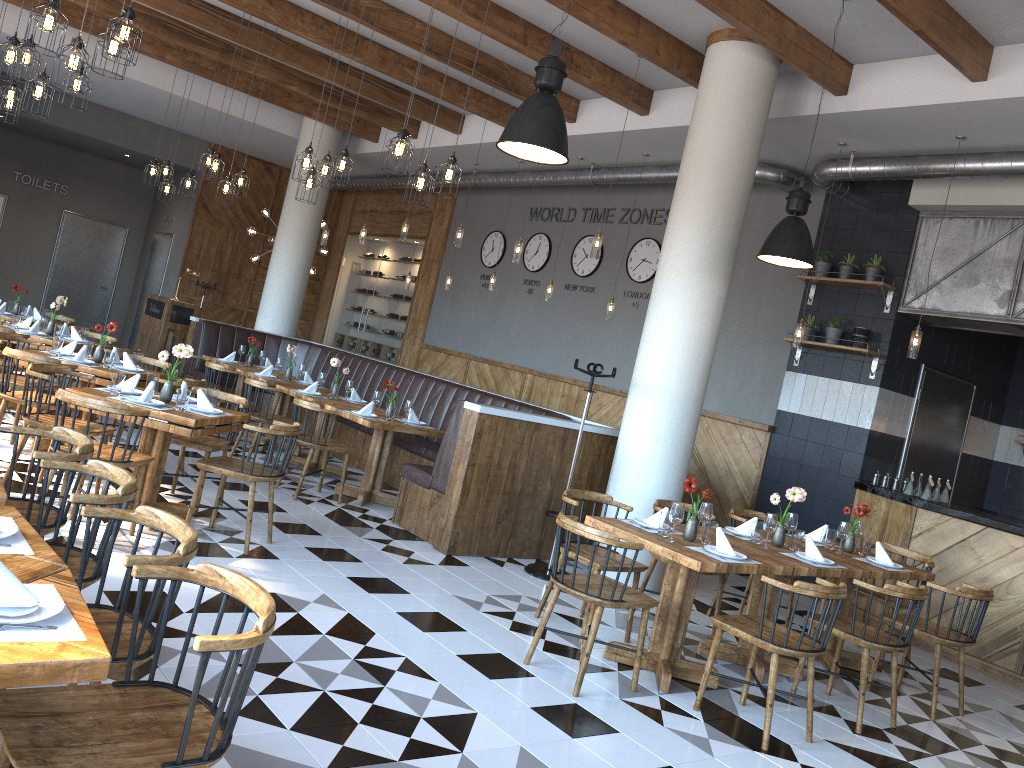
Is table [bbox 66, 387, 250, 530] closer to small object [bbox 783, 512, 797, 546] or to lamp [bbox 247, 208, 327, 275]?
small object [bbox 783, 512, 797, 546]

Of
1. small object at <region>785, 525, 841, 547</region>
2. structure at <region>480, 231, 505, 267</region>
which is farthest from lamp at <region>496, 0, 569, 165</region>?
structure at <region>480, 231, 505, 267</region>

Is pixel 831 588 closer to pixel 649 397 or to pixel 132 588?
pixel 649 397

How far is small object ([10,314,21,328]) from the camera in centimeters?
838cm

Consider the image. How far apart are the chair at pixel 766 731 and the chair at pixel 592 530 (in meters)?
0.31

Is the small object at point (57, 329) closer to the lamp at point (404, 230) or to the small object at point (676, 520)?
the lamp at point (404, 230)

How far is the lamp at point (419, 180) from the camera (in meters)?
6.18

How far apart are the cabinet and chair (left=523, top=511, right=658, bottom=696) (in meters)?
3.77

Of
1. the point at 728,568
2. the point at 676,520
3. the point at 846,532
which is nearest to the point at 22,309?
the point at 676,520

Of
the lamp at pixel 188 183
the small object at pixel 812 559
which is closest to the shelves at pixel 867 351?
the small object at pixel 812 559
